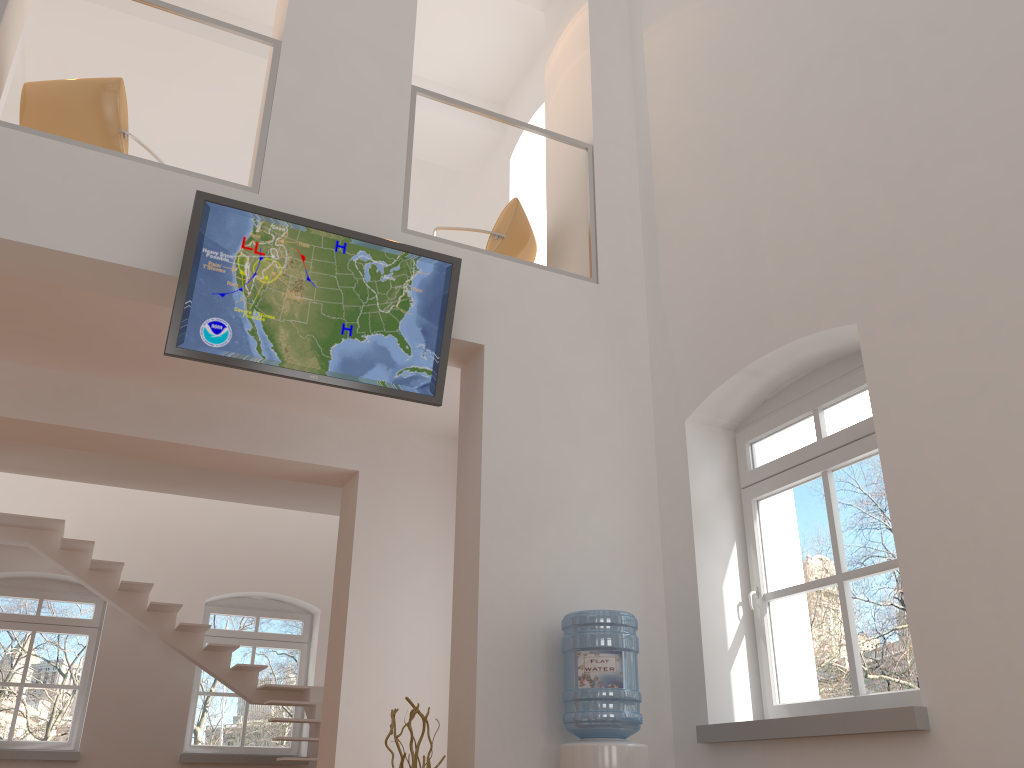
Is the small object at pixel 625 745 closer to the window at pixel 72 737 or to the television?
the television

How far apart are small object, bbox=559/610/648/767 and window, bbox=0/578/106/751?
7.2 meters

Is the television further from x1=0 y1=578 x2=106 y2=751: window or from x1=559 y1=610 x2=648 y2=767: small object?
x1=0 y1=578 x2=106 y2=751: window

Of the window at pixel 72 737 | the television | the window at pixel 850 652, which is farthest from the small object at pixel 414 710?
the window at pixel 72 737

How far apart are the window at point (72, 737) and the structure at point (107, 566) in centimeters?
92cm

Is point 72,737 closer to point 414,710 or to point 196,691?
point 196,691

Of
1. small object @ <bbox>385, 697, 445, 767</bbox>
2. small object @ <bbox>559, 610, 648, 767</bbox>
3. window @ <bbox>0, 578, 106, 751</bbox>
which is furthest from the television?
window @ <bbox>0, 578, 106, 751</bbox>

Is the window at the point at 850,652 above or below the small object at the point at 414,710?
above

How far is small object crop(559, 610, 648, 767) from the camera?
4.0 meters

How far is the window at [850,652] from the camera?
4.1 meters
